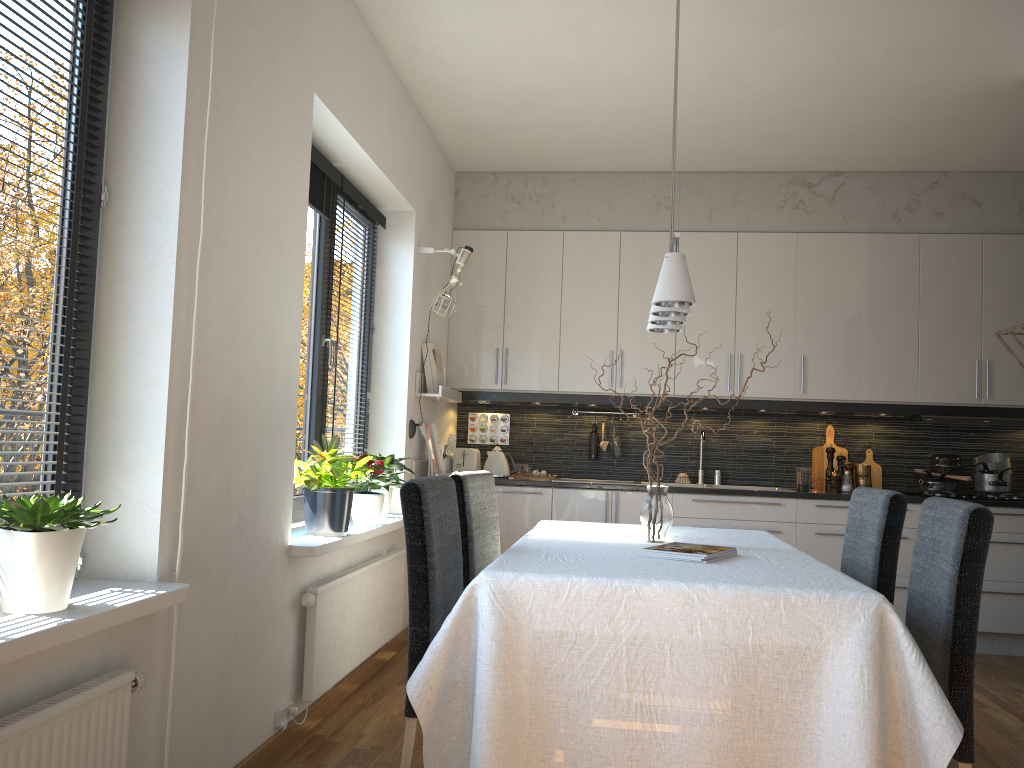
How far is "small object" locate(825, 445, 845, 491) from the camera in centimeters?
543cm

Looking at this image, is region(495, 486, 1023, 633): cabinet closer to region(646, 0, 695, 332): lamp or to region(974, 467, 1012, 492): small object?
region(974, 467, 1012, 492): small object

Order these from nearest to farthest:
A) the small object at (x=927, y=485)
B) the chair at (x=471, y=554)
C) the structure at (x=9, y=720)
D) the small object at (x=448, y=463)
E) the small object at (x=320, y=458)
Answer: the structure at (x=9, y=720)
the chair at (x=471, y=554)
the small object at (x=320, y=458)
the small object at (x=448, y=463)
the small object at (x=927, y=485)

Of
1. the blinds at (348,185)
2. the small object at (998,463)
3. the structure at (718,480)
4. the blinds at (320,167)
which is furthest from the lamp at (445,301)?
the small object at (998,463)

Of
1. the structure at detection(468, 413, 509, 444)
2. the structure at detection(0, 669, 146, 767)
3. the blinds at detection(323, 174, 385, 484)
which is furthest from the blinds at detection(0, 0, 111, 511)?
the structure at detection(468, 413, 509, 444)

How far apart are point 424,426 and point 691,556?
2.6 meters

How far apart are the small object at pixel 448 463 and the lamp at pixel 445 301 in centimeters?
99cm

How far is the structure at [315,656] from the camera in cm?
310

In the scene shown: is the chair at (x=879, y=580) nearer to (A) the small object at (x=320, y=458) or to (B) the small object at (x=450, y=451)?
(A) the small object at (x=320, y=458)

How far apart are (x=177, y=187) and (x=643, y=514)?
1.7 meters
